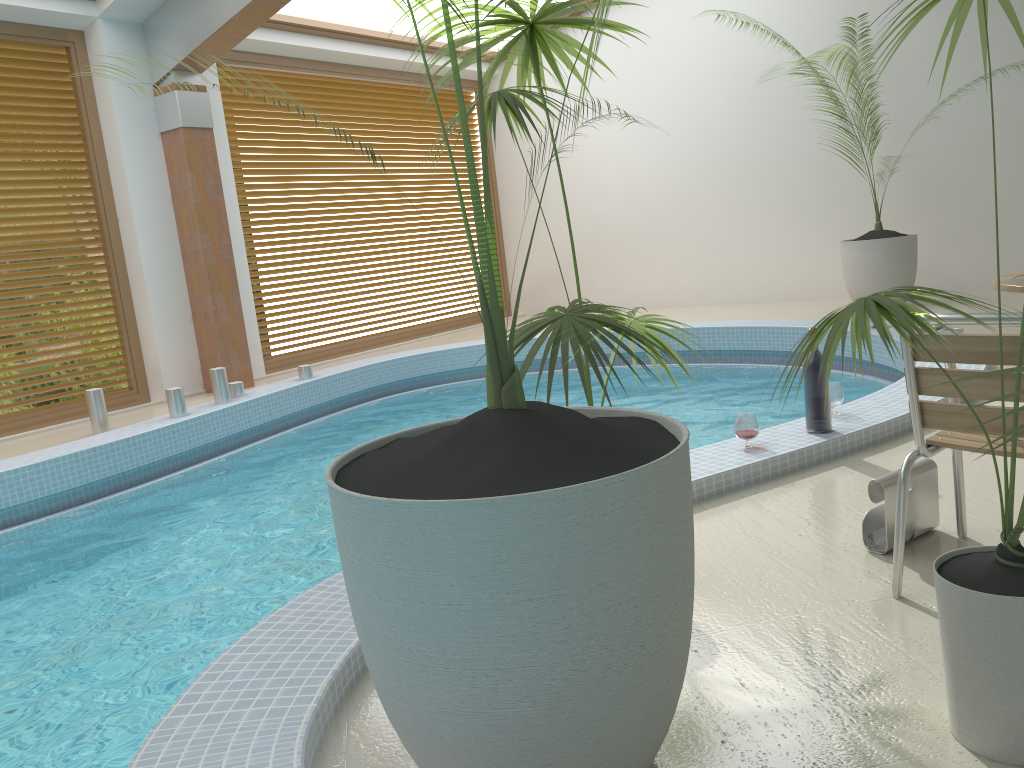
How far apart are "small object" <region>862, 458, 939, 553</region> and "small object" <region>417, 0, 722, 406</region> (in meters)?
0.66

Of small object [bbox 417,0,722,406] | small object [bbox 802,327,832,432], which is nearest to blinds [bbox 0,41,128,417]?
small object [bbox 417,0,722,406]

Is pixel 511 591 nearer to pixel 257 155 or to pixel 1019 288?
pixel 1019 288

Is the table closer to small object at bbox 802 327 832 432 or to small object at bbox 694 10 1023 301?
Answer: small object at bbox 802 327 832 432

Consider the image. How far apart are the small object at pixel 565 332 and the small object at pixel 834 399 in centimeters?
146cm

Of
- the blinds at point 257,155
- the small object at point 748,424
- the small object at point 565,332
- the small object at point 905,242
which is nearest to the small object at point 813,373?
the small object at point 748,424

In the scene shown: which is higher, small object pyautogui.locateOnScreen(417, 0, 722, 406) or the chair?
small object pyautogui.locateOnScreen(417, 0, 722, 406)

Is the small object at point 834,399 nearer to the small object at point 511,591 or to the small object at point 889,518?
the small object at point 889,518

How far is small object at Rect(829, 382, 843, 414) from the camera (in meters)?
3.93

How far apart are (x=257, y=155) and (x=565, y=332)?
7.35m
